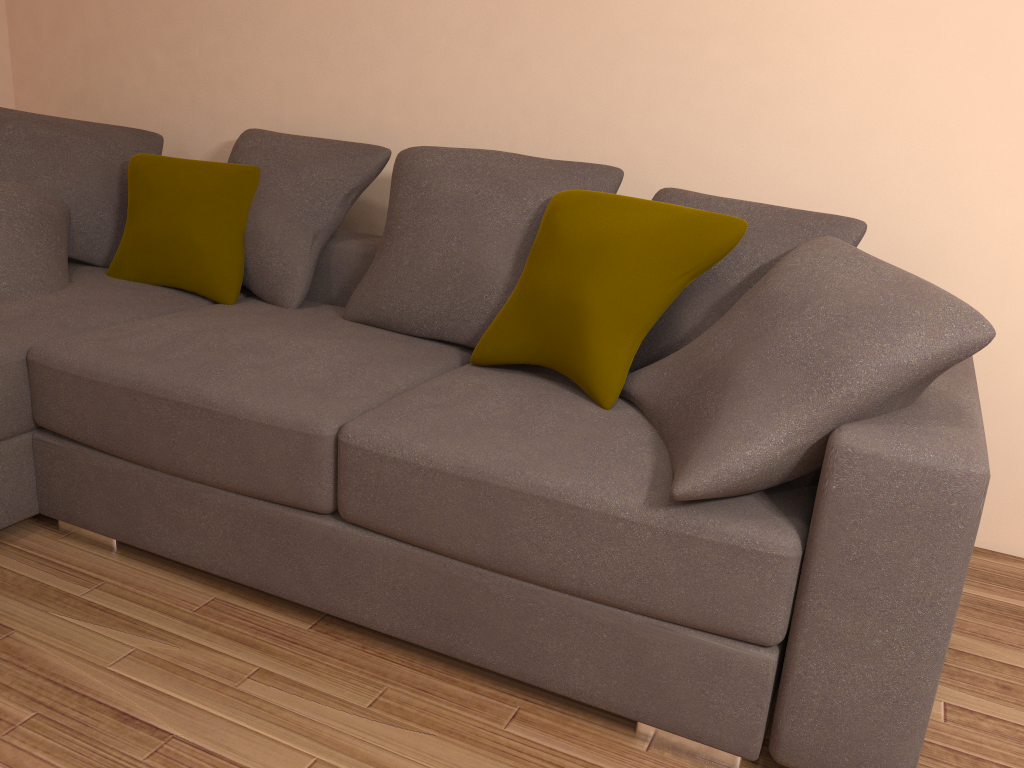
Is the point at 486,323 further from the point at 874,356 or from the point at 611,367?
the point at 874,356

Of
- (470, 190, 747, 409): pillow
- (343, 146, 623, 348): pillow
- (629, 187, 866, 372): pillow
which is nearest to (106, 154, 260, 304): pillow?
(343, 146, 623, 348): pillow

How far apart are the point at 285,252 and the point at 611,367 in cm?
137

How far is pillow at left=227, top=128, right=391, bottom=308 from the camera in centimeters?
296cm

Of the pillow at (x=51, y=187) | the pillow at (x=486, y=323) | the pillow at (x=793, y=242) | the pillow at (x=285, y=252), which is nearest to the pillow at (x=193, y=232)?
the pillow at (x=285, y=252)

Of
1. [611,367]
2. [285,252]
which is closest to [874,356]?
[611,367]

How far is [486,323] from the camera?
2.5m

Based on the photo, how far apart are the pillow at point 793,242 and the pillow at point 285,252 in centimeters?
97cm

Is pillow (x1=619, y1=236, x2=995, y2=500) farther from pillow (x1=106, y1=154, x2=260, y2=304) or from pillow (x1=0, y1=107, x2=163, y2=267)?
pillow (x1=0, y1=107, x2=163, y2=267)

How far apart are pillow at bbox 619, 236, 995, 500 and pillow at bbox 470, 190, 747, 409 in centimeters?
4cm
